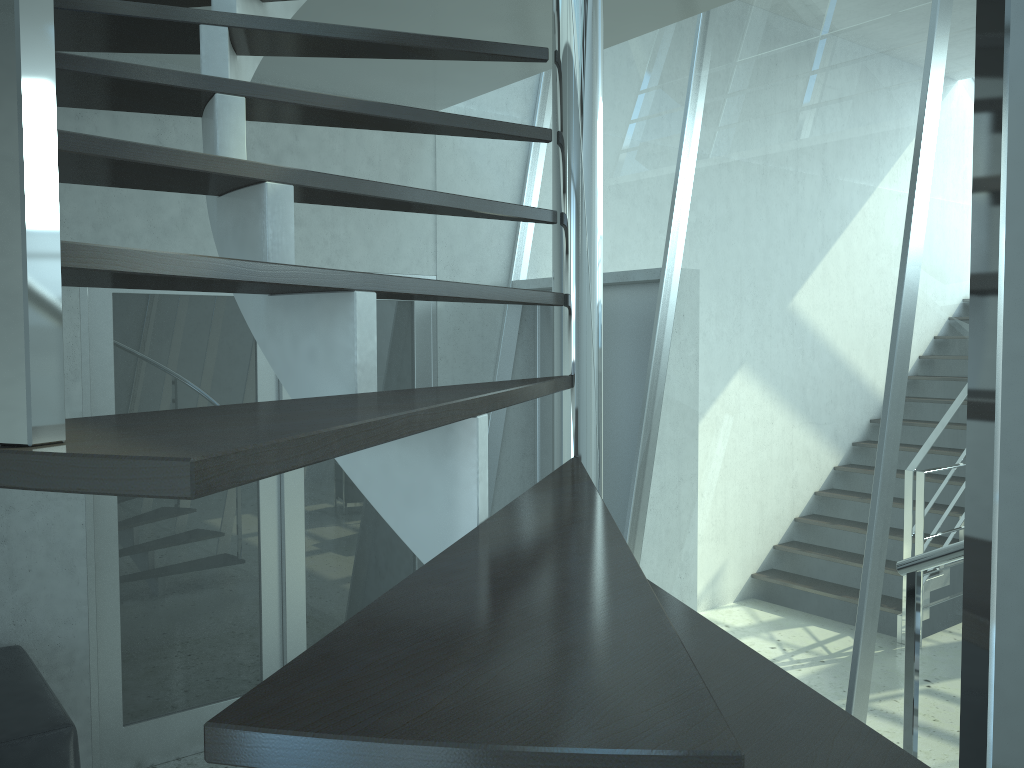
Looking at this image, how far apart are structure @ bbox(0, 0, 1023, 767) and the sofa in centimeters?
191cm

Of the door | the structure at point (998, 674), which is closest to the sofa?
the door

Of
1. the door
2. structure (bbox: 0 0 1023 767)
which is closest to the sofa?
the door

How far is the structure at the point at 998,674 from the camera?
0.5 meters

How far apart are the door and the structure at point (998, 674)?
1.0m

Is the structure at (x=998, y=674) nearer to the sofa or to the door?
the door

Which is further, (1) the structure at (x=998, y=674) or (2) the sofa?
(2) the sofa

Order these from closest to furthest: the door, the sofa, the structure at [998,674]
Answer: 1. the structure at [998,674]
2. the sofa
3. the door

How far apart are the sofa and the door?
0.3 meters

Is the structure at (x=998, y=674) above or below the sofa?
above
